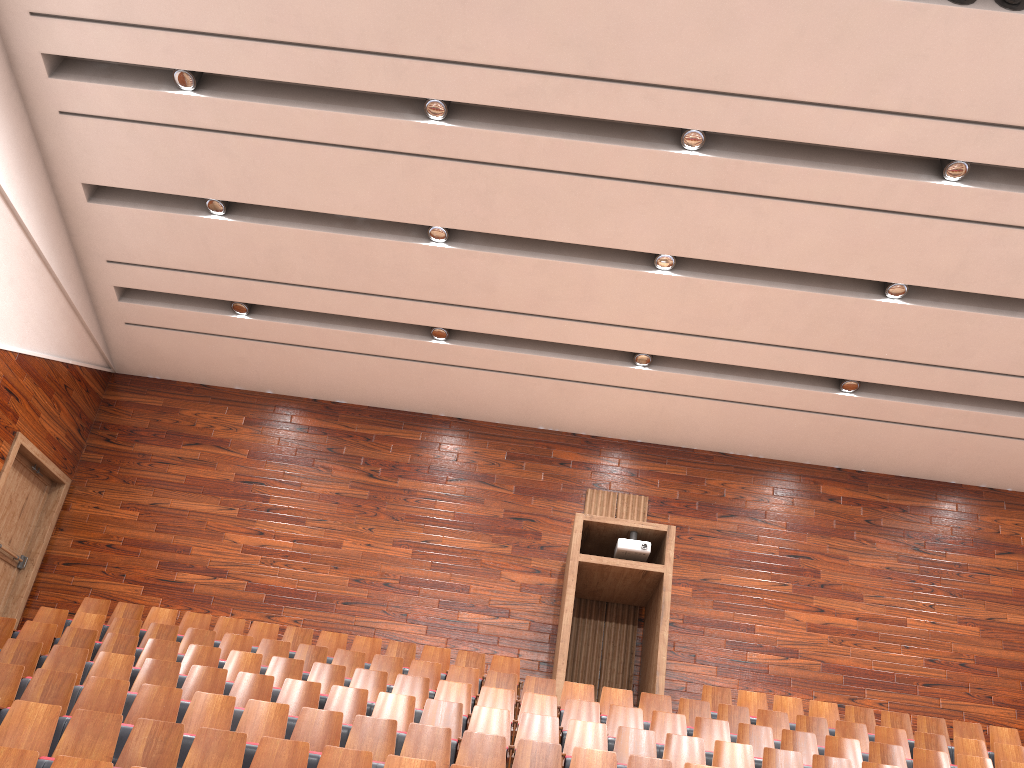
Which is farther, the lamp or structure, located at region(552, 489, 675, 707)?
structure, located at region(552, 489, 675, 707)

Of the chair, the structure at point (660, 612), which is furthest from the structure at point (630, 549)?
the chair

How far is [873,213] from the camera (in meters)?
0.93

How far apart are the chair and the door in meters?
0.2 m

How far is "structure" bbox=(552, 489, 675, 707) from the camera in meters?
1.0

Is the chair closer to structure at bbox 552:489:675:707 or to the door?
structure at bbox 552:489:675:707

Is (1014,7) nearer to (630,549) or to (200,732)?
(630,549)

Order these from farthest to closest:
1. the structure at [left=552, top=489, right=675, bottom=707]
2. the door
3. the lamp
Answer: the door < the structure at [left=552, top=489, right=675, bottom=707] < the lamp

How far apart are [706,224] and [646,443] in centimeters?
36cm

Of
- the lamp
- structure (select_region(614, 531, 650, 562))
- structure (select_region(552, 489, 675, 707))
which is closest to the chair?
structure (select_region(552, 489, 675, 707))
